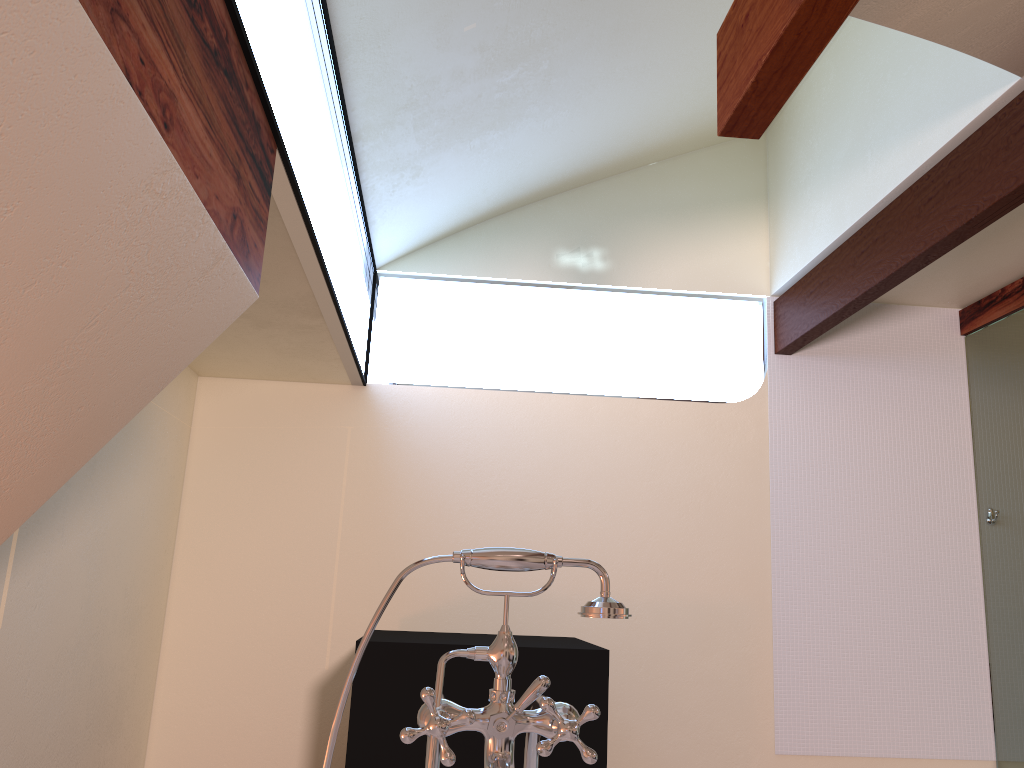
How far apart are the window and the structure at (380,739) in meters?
1.2 m

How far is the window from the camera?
2.06m

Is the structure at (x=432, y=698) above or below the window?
below

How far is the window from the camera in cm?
206

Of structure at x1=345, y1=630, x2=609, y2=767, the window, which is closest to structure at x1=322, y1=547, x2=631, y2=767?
the window

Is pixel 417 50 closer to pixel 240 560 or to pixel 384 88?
pixel 384 88

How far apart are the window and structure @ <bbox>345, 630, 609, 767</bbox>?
1.15m

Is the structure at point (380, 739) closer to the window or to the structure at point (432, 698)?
the window

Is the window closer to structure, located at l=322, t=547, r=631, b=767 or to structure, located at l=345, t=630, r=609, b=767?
structure, located at l=322, t=547, r=631, b=767

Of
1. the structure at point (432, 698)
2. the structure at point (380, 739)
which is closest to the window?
the structure at point (432, 698)
